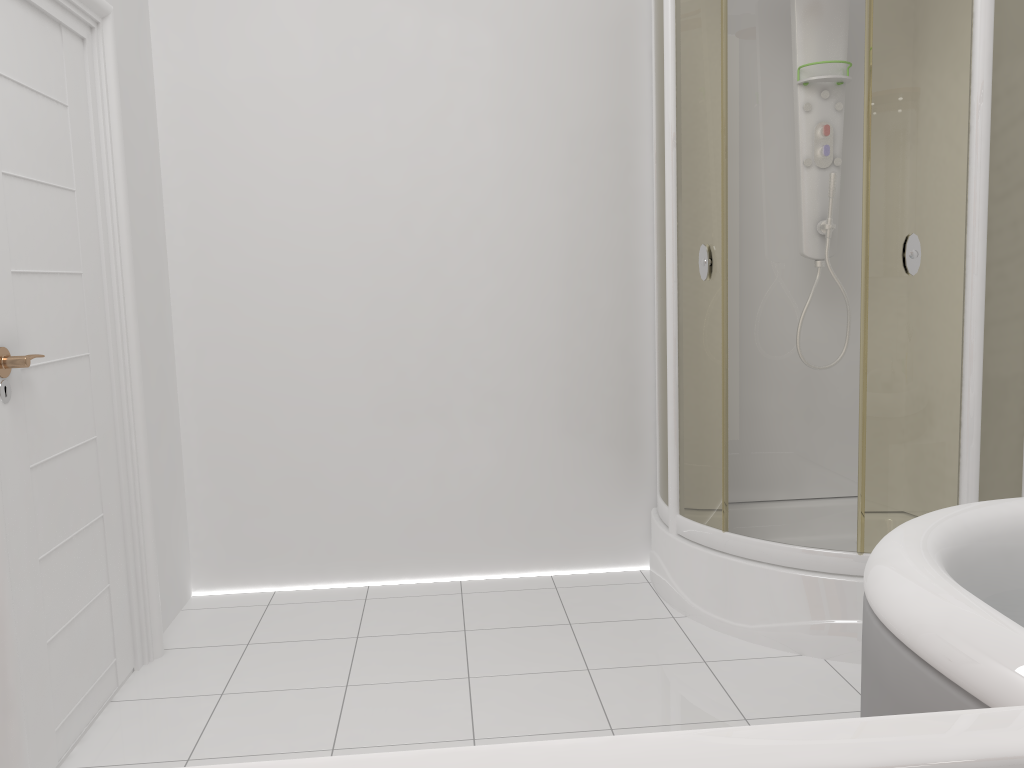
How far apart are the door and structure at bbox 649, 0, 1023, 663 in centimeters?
159cm

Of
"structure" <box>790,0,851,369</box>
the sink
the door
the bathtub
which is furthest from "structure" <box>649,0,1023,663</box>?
the sink

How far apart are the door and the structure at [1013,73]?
1.59m

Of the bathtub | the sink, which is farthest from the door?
the sink

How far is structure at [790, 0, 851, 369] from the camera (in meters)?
2.91

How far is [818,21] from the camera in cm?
291

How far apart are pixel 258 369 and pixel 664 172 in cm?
154

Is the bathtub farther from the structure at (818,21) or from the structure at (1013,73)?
the structure at (818,21)

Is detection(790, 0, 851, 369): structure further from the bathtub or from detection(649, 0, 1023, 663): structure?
the bathtub

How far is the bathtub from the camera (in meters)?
1.08
